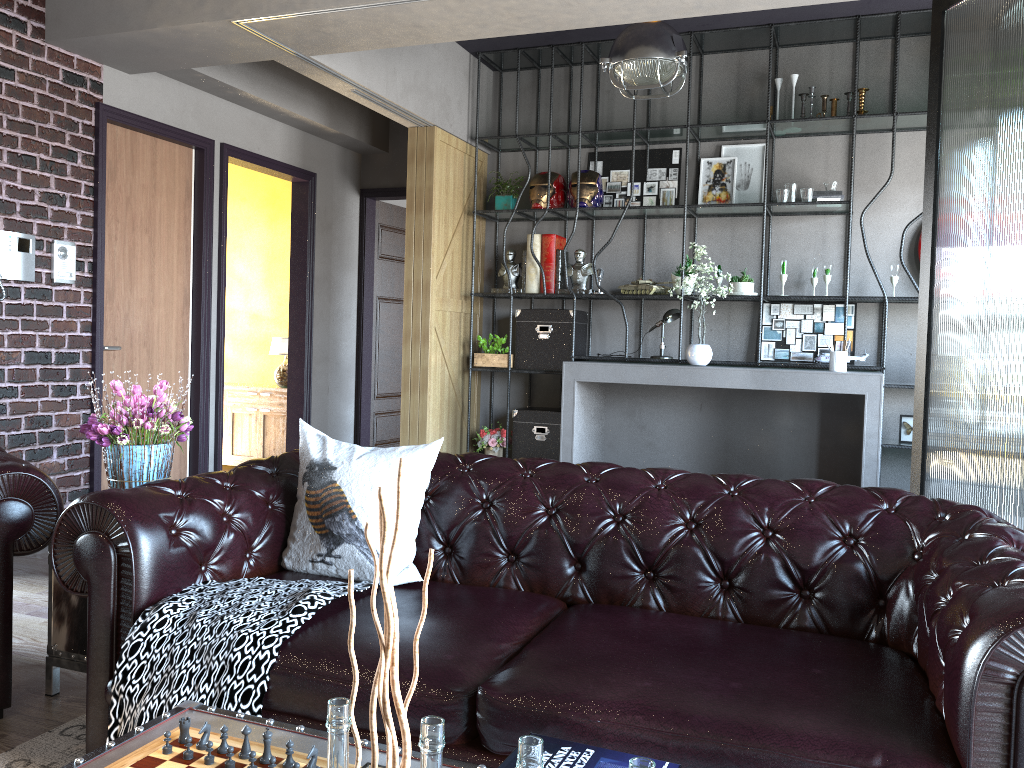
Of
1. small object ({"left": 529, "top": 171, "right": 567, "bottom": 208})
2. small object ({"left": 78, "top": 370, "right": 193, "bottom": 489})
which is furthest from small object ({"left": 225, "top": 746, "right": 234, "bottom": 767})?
small object ({"left": 529, "top": 171, "right": 567, "bottom": 208})

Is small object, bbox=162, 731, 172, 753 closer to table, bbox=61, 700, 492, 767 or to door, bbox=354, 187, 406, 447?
table, bbox=61, 700, 492, 767

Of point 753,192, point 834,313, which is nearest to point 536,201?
point 753,192

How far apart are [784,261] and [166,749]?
5.5m

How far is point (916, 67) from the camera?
6.2m

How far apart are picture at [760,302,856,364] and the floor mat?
5.15m

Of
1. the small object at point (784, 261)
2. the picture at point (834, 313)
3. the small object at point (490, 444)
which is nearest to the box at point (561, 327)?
the small object at point (490, 444)

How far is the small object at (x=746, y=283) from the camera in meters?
6.3 m

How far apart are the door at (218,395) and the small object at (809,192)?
3.8 meters

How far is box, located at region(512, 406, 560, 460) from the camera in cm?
684
